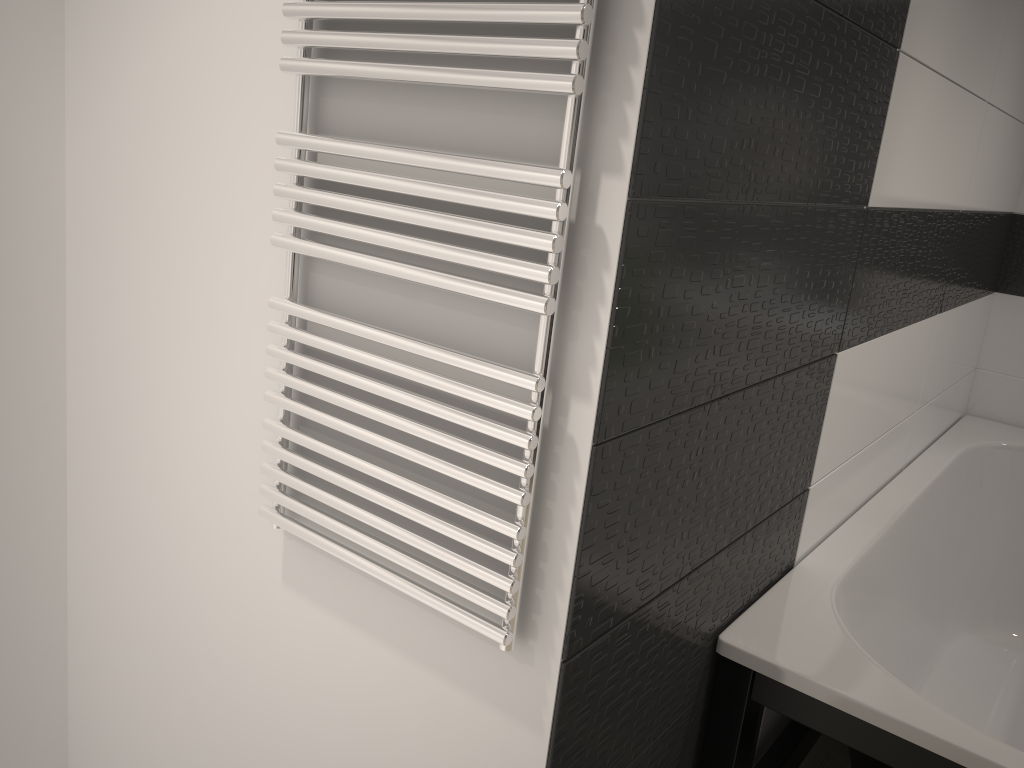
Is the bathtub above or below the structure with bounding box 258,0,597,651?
below

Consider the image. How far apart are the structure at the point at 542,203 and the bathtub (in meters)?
0.56

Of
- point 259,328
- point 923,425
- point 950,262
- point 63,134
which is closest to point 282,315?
point 259,328

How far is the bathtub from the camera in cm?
139

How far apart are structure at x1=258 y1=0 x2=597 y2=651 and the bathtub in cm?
56

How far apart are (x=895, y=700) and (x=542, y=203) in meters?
1.0 m

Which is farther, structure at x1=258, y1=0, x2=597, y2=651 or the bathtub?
the bathtub

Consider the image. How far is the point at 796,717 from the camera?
1.5m

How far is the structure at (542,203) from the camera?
0.95m

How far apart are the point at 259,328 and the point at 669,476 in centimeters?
65cm
